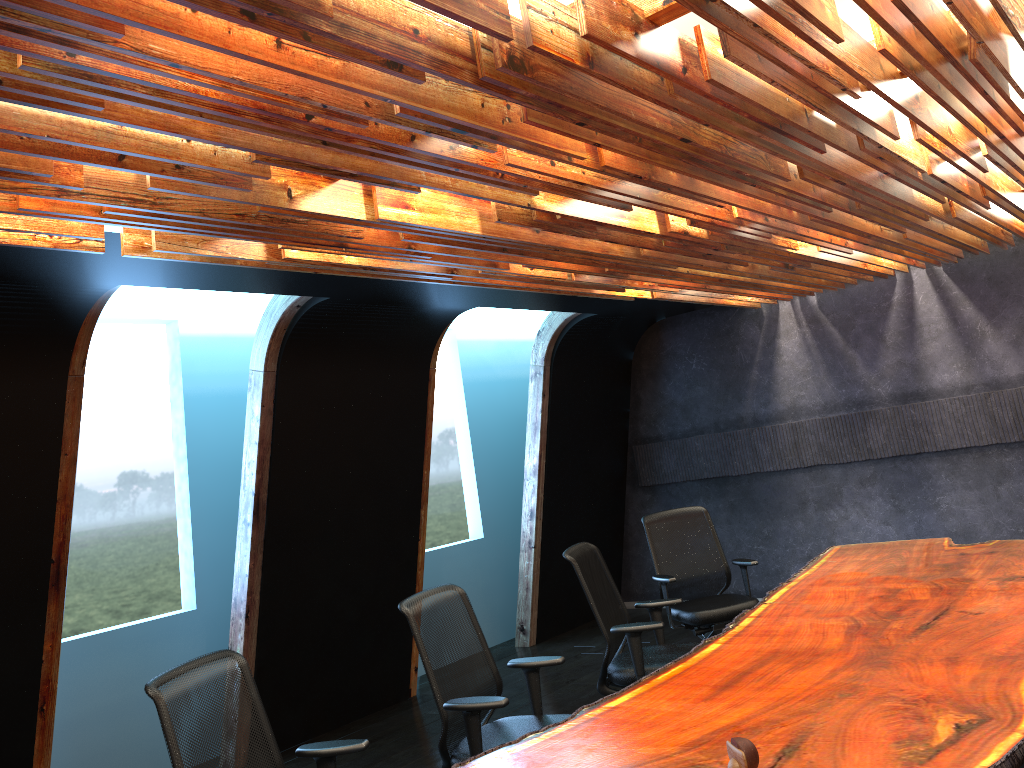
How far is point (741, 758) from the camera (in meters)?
2.14

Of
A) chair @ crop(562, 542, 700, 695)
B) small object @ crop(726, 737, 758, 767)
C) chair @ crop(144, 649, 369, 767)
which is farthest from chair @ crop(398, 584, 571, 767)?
small object @ crop(726, 737, 758, 767)

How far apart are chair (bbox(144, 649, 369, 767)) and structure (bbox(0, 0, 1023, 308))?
1.7 meters

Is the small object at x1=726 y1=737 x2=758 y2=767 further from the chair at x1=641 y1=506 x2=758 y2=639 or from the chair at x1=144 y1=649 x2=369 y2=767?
the chair at x1=641 y1=506 x2=758 y2=639

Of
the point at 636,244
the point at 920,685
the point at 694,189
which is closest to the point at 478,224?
the point at 694,189

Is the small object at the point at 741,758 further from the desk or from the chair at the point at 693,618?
the chair at the point at 693,618

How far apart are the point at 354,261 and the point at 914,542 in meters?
4.4 m

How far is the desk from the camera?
2.7 meters

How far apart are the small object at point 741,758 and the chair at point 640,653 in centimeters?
278cm

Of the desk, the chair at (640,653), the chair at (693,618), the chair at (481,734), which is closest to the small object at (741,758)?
the desk
